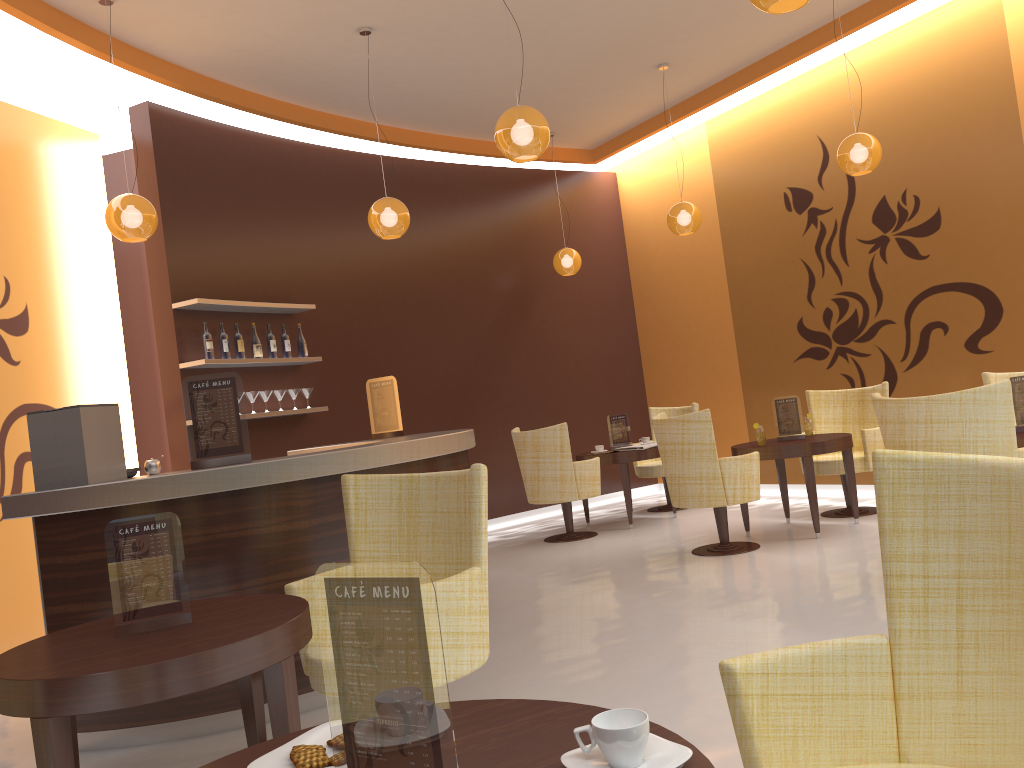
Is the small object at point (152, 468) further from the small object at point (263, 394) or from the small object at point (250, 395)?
the small object at point (263, 394)

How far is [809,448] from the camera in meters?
6.2 m

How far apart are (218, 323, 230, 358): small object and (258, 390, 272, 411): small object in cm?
46

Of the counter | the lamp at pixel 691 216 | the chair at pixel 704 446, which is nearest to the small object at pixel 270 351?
the counter

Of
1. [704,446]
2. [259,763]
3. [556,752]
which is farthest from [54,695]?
[704,446]

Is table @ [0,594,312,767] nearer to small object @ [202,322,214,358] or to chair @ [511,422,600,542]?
small object @ [202,322,214,358]

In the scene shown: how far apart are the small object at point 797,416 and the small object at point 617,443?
1.8m

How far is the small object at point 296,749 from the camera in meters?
1.4

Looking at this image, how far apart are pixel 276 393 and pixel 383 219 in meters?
1.9

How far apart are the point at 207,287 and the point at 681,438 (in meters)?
3.78
